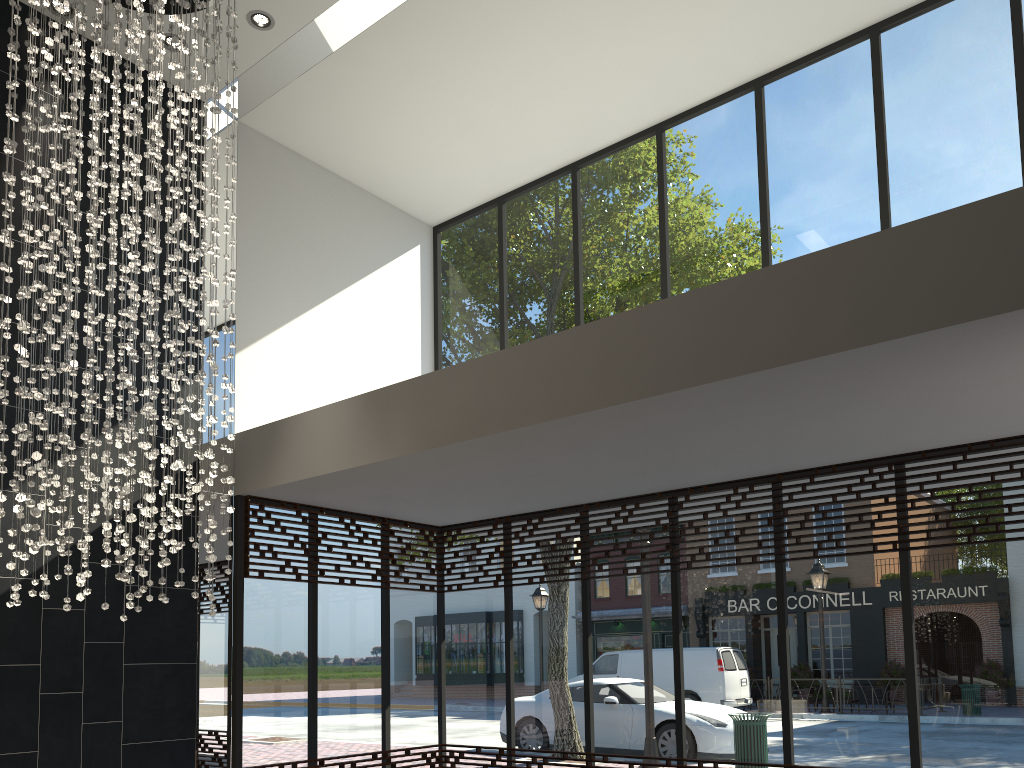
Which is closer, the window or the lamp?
the lamp

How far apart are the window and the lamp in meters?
1.2

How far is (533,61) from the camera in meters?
7.1 m

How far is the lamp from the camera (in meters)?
4.58

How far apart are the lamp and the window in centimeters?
120cm

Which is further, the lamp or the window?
the window

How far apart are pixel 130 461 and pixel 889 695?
4.87m

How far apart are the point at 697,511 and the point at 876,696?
1.8 meters

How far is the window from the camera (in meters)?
5.62
